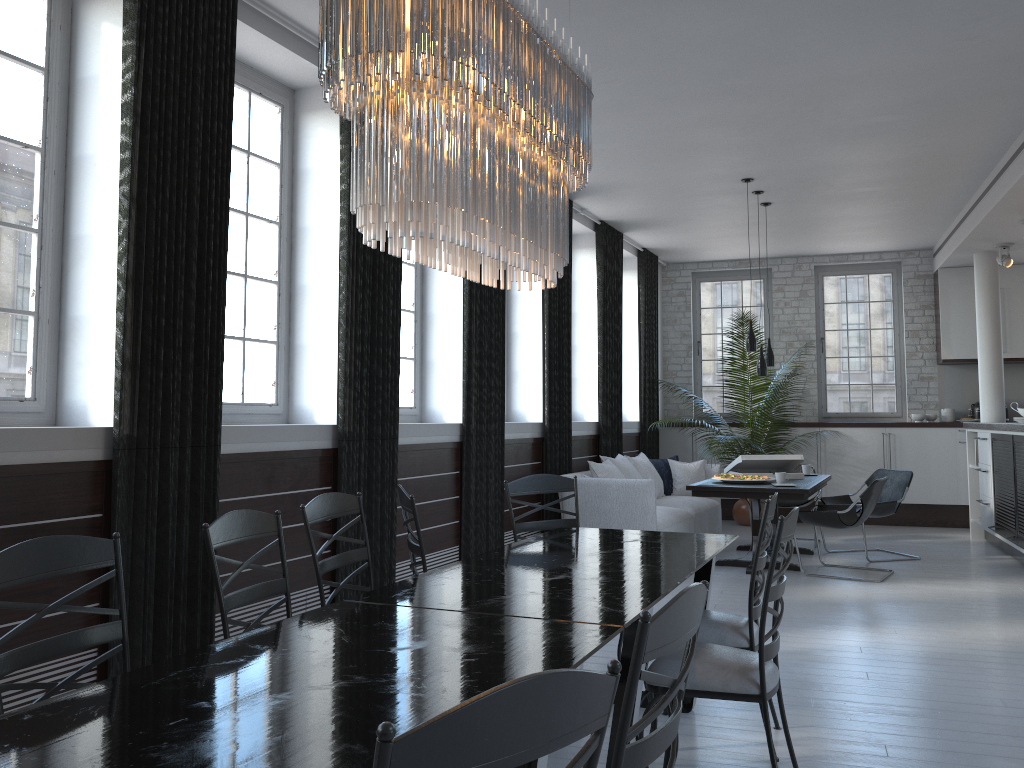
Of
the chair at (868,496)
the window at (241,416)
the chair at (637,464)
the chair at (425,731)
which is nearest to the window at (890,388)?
the chair at (637,464)

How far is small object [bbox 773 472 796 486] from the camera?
7.3m

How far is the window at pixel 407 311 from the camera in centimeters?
638cm

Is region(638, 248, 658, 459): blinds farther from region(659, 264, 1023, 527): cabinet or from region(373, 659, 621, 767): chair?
region(373, 659, 621, 767): chair

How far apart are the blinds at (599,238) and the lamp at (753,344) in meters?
1.6 m

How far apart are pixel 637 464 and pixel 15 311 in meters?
6.2 m

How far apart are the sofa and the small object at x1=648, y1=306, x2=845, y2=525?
0.3 meters

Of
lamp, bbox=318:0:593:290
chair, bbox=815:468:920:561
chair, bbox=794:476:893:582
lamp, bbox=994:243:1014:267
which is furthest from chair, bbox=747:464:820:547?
lamp, bbox=318:0:593:290

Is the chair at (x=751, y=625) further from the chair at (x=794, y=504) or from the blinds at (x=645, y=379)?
the blinds at (x=645, y=379)

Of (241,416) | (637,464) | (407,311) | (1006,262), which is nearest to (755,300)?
(1006,262)
